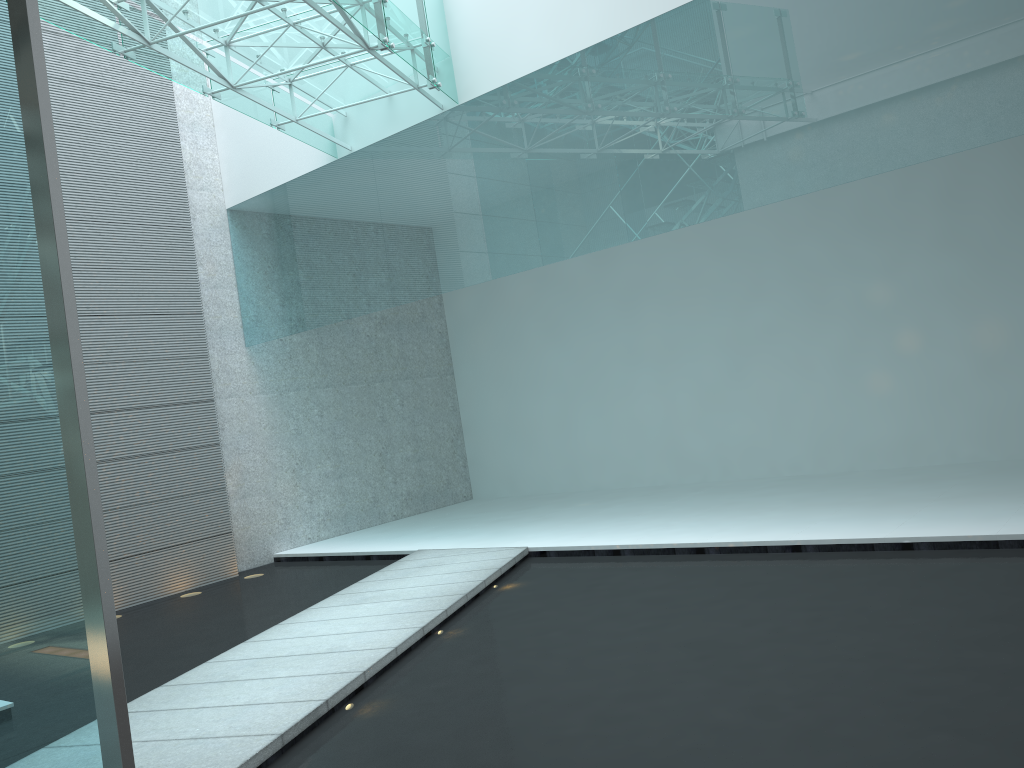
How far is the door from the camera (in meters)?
2.01

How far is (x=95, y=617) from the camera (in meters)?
2.01

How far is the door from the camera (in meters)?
2.01
